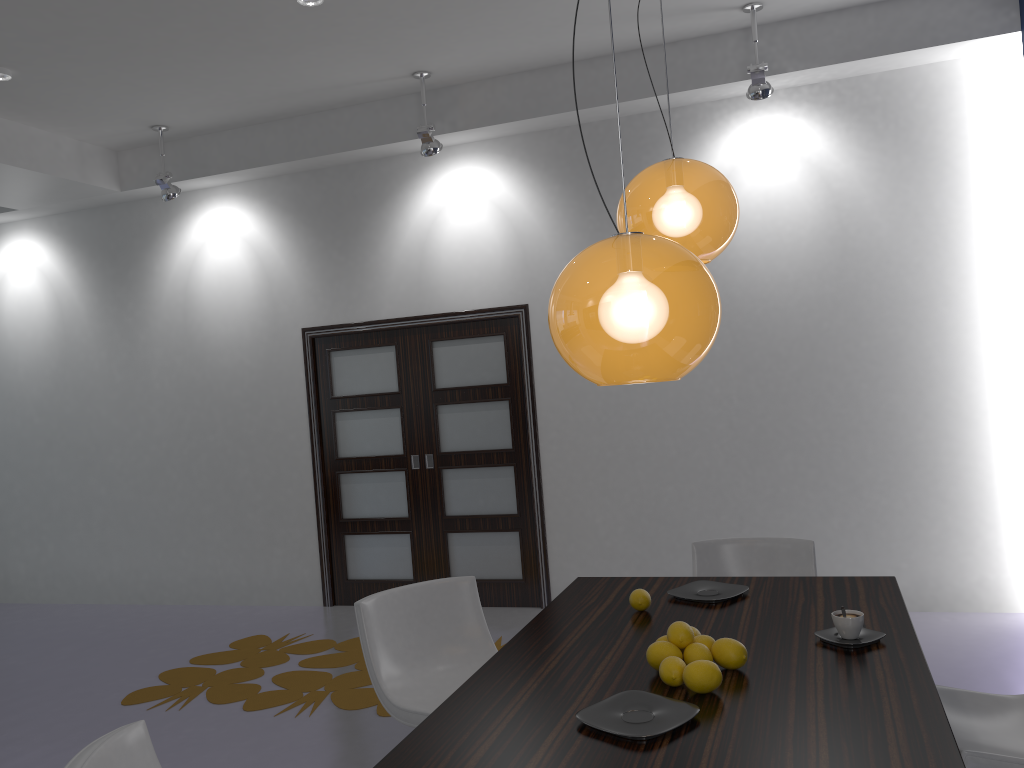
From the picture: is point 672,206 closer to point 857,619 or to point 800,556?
point 857,619

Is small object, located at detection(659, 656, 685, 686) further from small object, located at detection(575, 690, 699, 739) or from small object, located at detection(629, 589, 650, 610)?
small object, located at detection(629, 589, 650, 610)

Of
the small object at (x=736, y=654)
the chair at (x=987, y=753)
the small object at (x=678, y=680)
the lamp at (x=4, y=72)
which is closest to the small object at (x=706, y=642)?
the small object at (x=736, y=654)

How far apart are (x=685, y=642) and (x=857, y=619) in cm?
49

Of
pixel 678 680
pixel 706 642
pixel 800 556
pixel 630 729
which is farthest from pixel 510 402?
pixel 630 729

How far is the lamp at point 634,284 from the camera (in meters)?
1.68

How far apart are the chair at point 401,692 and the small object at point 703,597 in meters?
0.8 m

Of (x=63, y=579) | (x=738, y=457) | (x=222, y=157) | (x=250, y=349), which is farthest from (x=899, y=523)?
(x=63, y=579)

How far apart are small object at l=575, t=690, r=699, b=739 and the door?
3.9 meters

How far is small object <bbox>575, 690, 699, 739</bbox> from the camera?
1.9 meters
